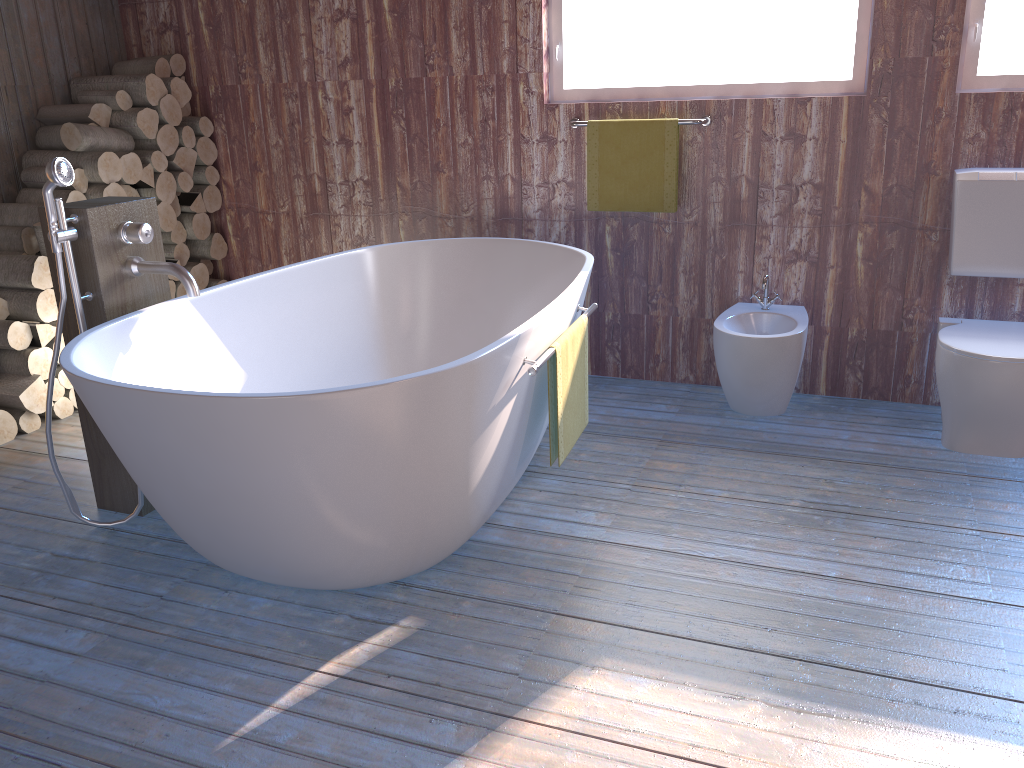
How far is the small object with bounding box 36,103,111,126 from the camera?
3.87m

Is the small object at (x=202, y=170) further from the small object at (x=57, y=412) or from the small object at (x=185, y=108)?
the small object at (x=57, y=412)

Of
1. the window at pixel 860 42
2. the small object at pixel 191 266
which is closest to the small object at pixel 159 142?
the small object at pixel 191 266

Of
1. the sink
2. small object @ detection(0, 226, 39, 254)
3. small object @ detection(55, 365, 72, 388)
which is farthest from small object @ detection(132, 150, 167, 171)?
the sink

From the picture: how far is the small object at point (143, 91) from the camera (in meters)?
→ 3.95

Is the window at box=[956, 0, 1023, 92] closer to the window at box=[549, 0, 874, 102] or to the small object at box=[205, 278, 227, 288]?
the window at box=[549, 0, 874, 102]

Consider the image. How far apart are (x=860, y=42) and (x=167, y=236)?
3.1m

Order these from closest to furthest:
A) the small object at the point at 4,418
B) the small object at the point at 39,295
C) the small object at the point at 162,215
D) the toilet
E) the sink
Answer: the toilet
the sink
the small object at the point at 4,418
the small object at the point at 39,295
the small object at the point at 162,215

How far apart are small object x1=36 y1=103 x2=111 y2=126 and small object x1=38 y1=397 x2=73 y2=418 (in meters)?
1.24

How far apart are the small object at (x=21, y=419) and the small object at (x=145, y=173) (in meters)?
1.15
